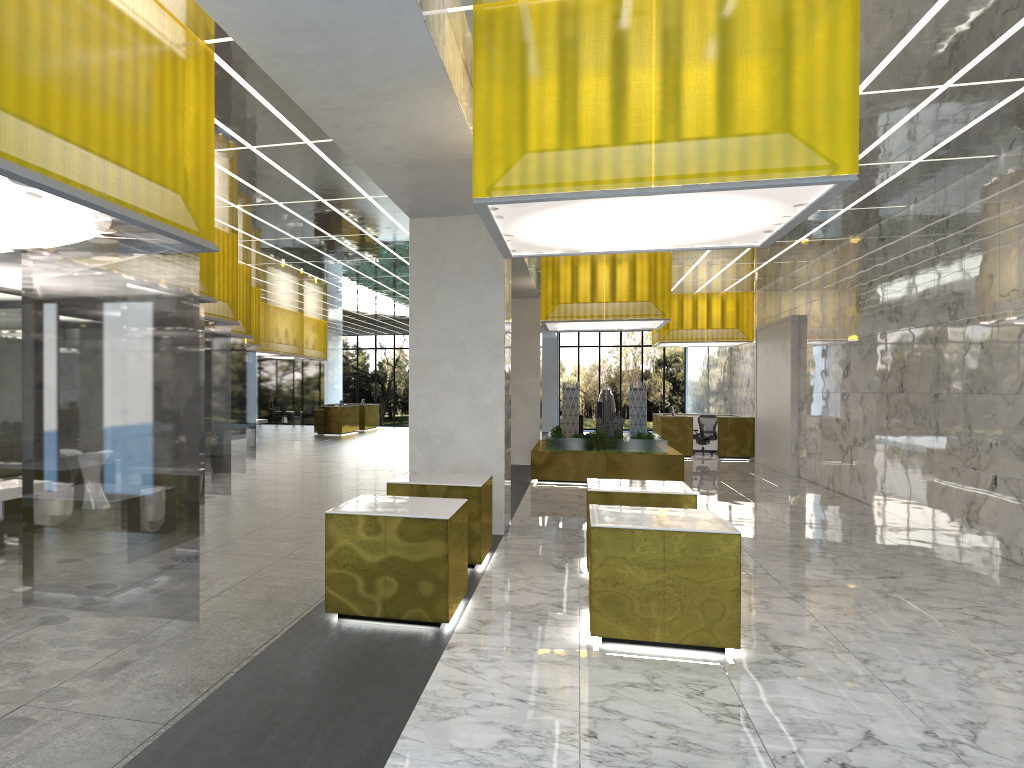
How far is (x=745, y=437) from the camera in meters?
32.4

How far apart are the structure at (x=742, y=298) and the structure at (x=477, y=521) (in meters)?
21.39

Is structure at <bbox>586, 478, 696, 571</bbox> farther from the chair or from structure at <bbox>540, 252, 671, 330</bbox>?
the chair

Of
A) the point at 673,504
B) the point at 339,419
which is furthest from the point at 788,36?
the point at 339,419

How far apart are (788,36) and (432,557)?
5.8m

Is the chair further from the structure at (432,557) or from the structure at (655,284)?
the structure at (432,557)

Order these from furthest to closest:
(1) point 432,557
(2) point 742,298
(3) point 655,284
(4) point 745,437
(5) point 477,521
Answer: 1. (2) point 742,298
2. (4) point 745,437
3. (3) point 655,284
4. (5) point 477,521
5. (1) point 432,557

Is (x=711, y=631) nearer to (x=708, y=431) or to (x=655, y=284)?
(x=655, y=284)

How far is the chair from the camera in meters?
33.9

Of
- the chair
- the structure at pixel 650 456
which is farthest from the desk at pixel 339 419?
the structure at pixel 650 456
